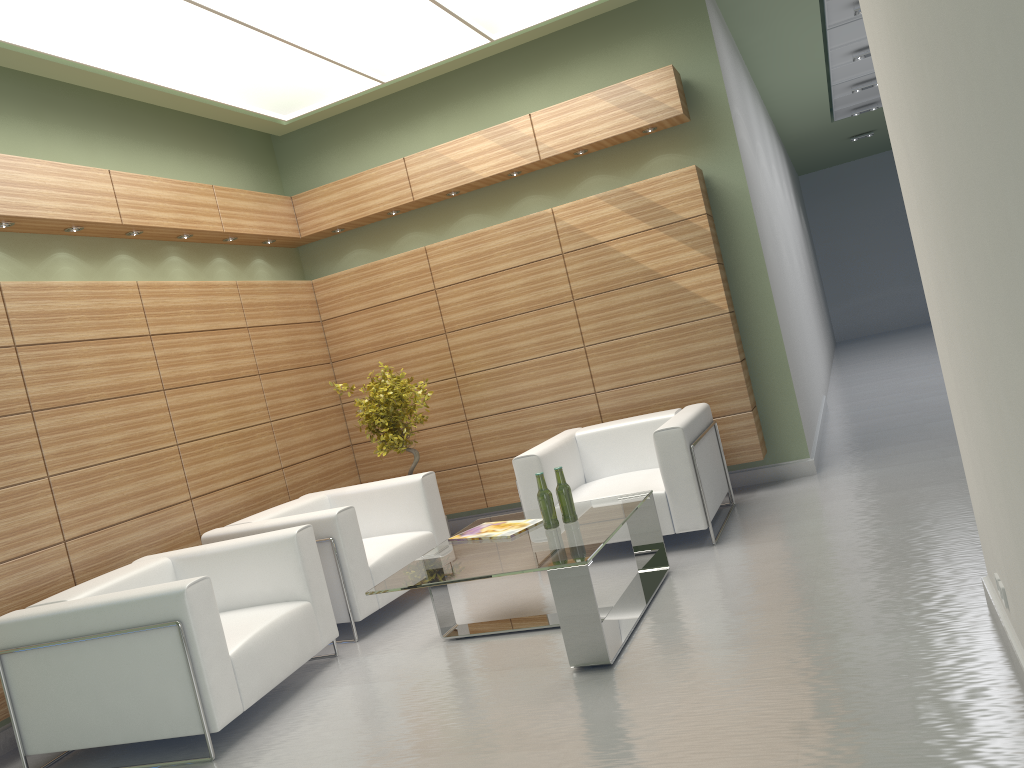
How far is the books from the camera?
7.5 meters

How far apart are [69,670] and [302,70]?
6.87m

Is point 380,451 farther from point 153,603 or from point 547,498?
point 153,603

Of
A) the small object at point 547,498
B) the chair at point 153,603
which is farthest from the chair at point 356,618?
the small object at point 547,498

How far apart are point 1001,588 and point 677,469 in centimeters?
399cm

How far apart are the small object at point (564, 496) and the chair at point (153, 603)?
2.22m

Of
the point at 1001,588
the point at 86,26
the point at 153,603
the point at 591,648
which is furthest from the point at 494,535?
the point at 86,26

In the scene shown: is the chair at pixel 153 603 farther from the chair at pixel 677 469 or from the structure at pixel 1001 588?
the structure at pixel 1001 588

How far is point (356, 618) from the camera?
8.2m

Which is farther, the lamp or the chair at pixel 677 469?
the chair at pixel 677 469
